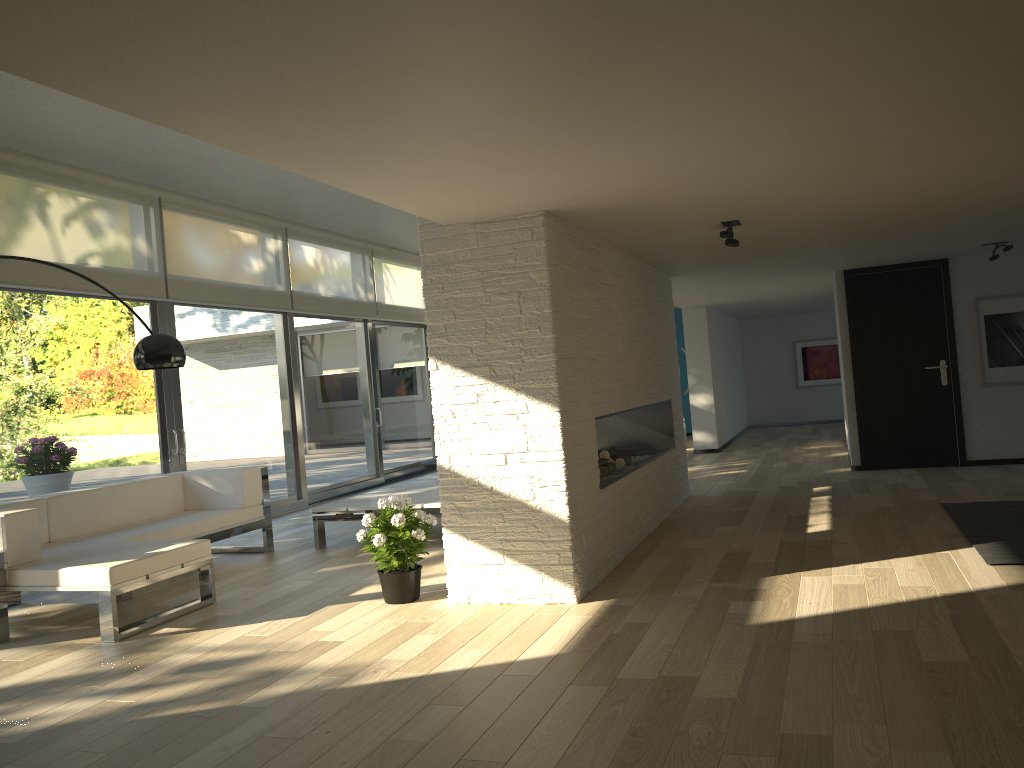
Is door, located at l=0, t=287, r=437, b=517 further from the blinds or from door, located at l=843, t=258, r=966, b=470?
door, located at l=843, t=258, r=966, b=470

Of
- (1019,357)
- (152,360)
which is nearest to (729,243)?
(152,360)

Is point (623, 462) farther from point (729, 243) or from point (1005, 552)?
point (1005, 552)

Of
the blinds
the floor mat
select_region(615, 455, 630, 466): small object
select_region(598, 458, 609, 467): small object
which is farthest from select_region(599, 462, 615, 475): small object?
the blinds

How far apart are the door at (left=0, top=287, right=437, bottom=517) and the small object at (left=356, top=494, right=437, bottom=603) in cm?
294

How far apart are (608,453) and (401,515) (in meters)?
2.49

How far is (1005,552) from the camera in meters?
4.7

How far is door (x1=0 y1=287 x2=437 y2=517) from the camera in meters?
6.4

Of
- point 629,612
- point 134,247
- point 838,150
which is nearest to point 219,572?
point 134,247

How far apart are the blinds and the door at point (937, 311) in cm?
551
